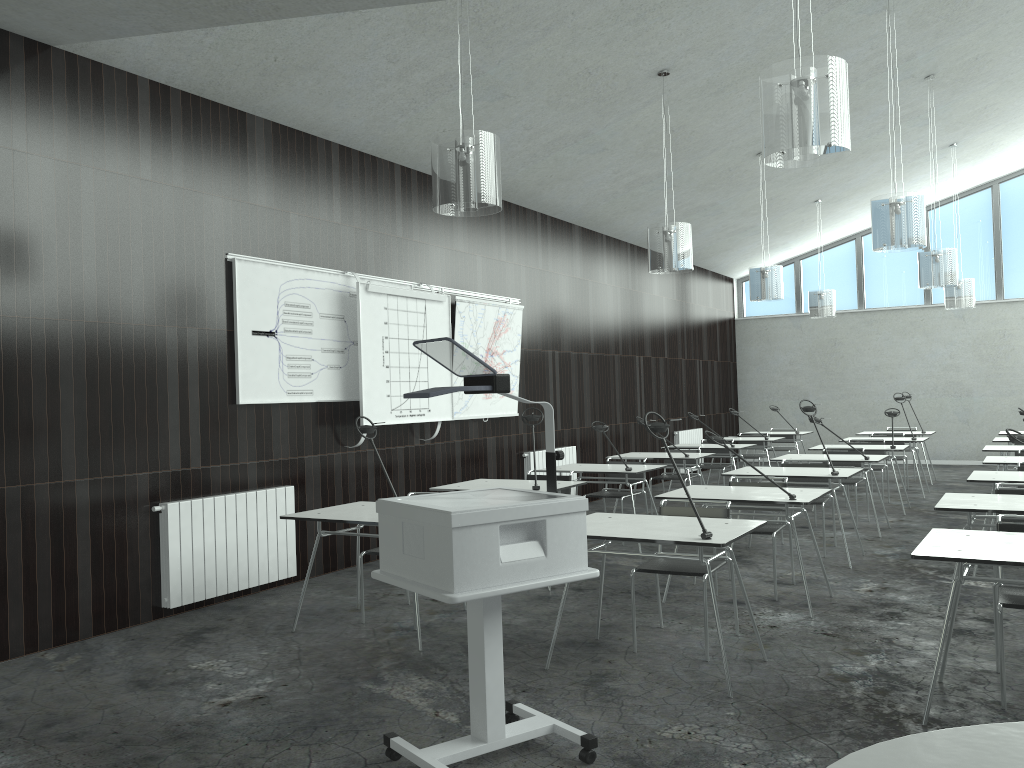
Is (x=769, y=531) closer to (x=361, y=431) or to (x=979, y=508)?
(x=979, y=508)

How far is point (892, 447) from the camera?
8.8 meters

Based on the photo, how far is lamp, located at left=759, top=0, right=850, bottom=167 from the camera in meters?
3.6

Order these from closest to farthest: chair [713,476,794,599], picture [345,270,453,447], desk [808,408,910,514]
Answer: chair [713,476,794,599] < picture [345,270,453,447] < desk [808,408,910,514]

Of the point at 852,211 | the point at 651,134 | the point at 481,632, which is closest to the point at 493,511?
the point at 481,632

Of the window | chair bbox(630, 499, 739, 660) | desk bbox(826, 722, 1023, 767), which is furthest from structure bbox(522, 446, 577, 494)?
desk bbox(826, 722, 1023, 767)

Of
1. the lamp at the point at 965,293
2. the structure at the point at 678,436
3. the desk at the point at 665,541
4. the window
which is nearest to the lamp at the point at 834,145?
the desk at the point at 665,541

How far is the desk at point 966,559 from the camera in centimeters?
319cm

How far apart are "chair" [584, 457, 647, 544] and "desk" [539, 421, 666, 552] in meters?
0.2

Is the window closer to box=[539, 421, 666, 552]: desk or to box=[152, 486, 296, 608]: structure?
box=[539, 421, 666, 552]: desk
